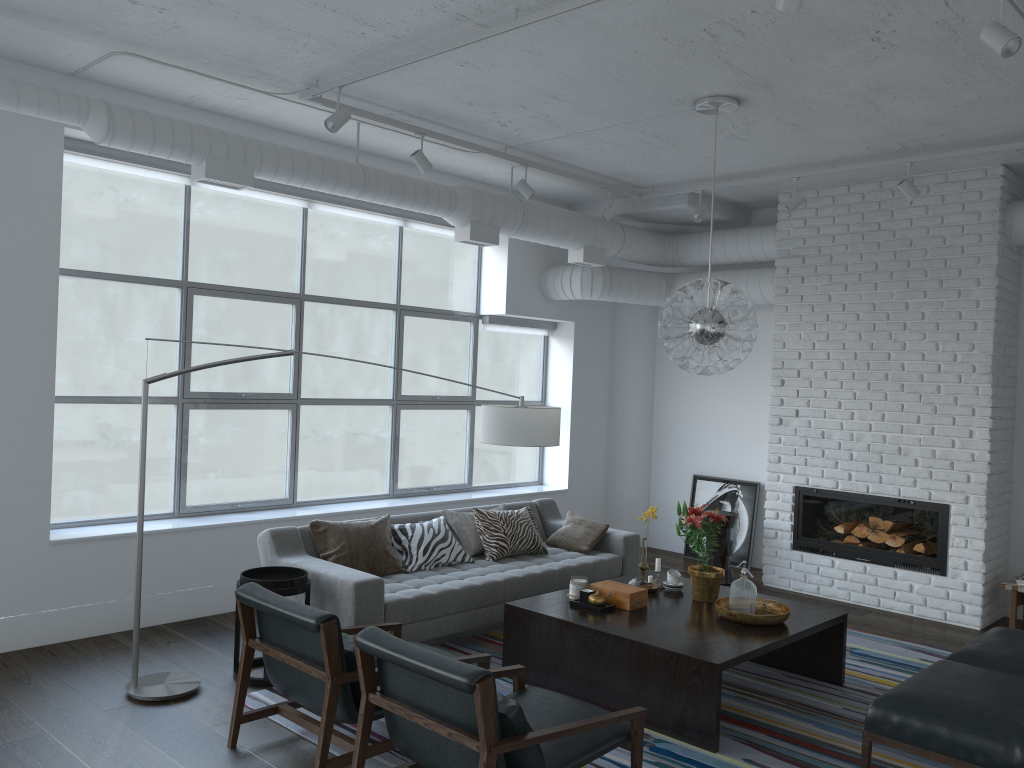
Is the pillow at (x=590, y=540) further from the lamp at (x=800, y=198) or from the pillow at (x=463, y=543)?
the lamp at (x=800, y=198)

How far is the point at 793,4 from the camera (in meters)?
2.97

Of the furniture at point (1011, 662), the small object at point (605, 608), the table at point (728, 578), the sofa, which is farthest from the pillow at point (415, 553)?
the furniture at point (1011, 662)

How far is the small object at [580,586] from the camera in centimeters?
489cm

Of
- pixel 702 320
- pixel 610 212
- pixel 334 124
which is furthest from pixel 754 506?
pixel 334 124

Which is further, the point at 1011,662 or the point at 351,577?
the point at 351,577

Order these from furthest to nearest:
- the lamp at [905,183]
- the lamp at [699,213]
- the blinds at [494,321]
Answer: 1. the blinds at [494,321]
2. the lamp at [699,213]
3. the lamp at [905,183]

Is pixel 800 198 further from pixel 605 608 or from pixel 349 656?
pixel 349 656

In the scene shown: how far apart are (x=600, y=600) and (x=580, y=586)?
0.2m

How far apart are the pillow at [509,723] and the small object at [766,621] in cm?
182
